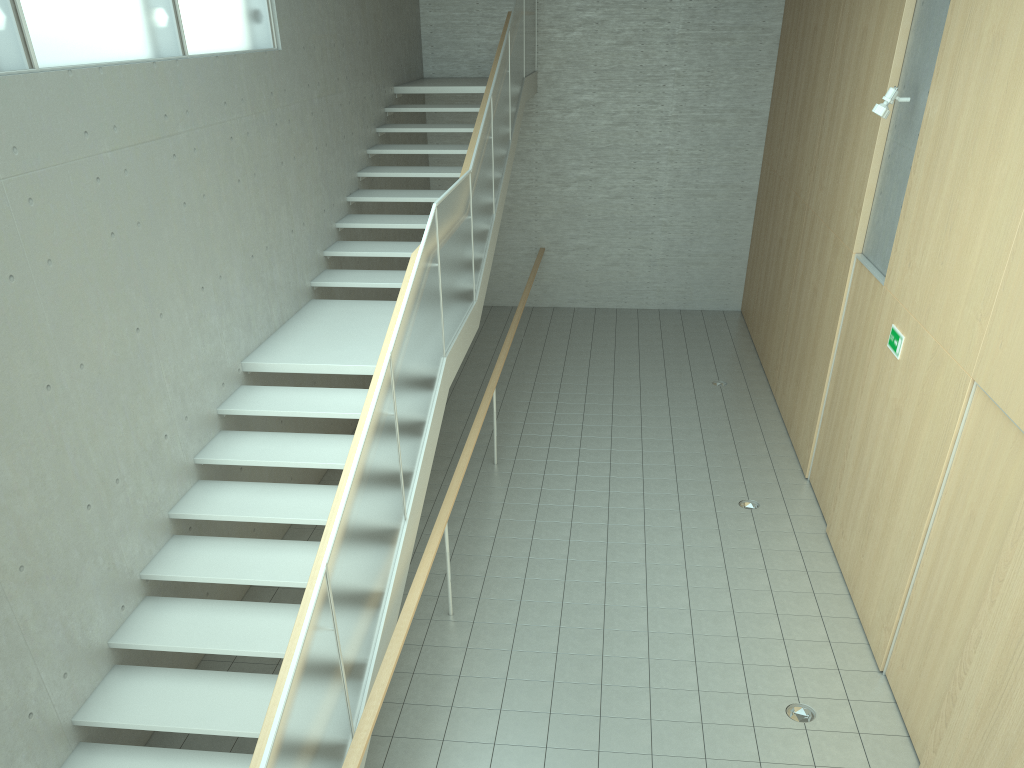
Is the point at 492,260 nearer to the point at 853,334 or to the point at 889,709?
the point at 853,334

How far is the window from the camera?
4.4 meters

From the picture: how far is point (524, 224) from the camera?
13.8m

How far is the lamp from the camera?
6.51m

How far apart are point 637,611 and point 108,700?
3.53m

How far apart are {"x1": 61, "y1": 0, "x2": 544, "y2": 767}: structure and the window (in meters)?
1.96

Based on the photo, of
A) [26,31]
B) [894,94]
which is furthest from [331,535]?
[894,94]

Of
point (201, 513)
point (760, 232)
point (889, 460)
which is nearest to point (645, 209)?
point (760, 232)

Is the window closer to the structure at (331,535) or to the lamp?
the structure at (331,535)

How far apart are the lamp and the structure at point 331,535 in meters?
3.3
